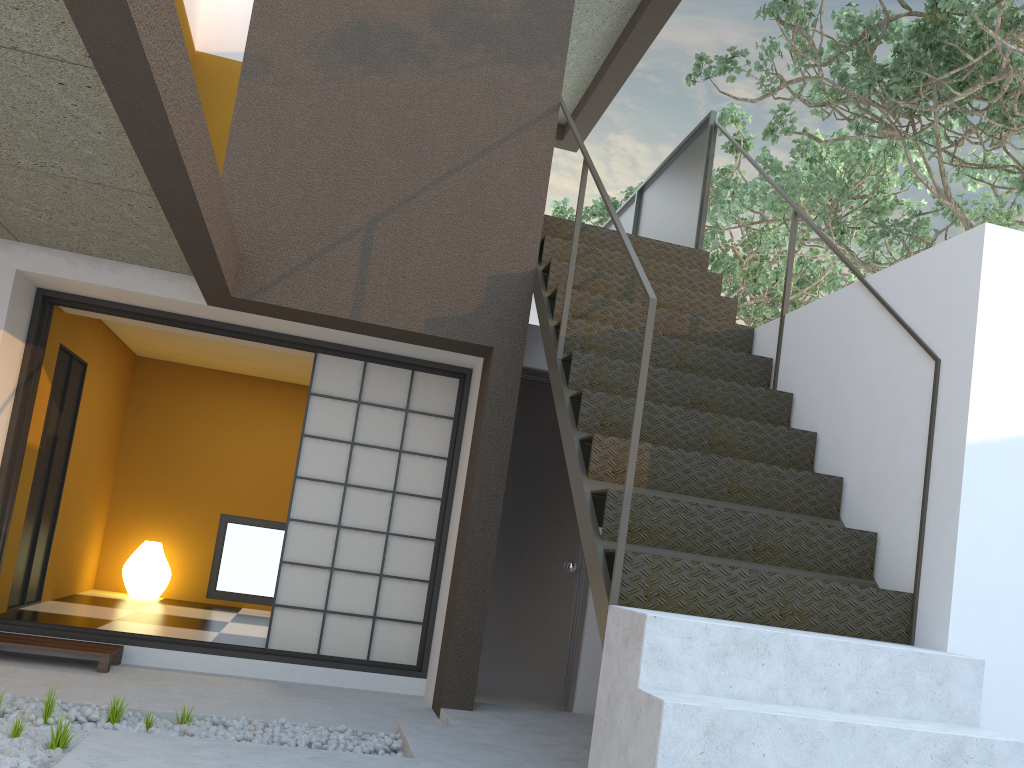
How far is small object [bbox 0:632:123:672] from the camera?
4.5 meters

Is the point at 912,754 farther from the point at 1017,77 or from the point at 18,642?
the point at 1017,77

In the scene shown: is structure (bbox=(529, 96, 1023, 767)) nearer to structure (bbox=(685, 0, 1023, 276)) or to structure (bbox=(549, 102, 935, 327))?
structure (bbox=(685, 0, 1023, 276))

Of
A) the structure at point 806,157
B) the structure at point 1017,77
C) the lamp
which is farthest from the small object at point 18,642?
the structure at point 806,157

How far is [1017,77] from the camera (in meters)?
5.40

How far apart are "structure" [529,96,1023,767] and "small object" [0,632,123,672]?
2.7m

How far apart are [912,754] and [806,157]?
8.5 meters

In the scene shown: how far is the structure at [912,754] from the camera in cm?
245

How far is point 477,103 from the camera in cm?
514

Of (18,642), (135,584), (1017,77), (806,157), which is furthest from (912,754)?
(806,157)
